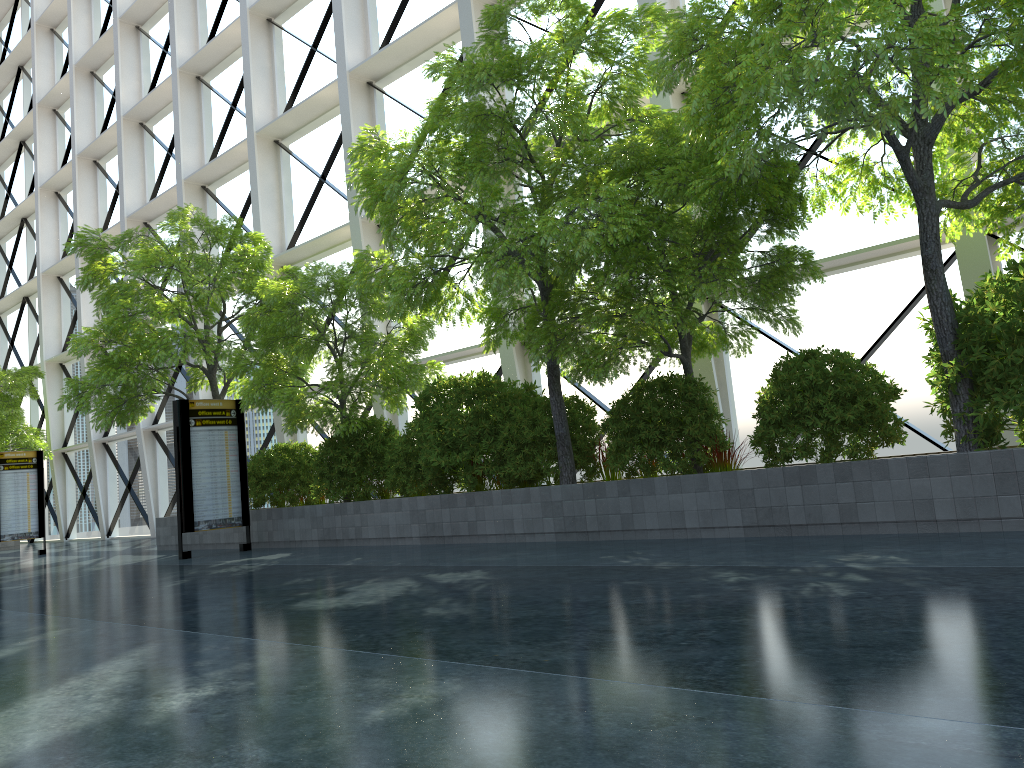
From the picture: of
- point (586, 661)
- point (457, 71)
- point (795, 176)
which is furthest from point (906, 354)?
point (586, 661)

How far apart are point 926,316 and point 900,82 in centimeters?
685cm

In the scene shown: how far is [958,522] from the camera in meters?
7.6
